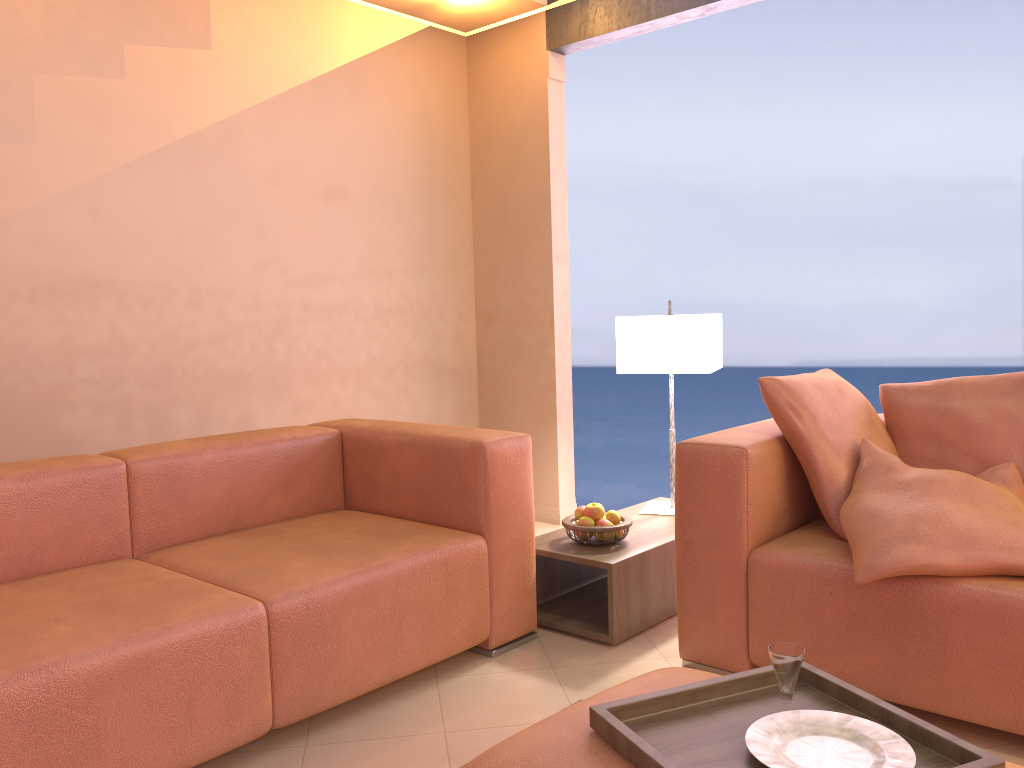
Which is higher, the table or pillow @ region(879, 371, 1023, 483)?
pillow @ region(879, 371, 1023, 483)

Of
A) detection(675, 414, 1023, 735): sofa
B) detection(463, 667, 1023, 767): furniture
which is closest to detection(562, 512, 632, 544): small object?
detection(675, 414, 1023, 735): sofa

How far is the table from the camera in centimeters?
273cm

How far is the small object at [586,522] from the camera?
2.89m

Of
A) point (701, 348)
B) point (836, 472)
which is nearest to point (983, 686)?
point (836, 472)

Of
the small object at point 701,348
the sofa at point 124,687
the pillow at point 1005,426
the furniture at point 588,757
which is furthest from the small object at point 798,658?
the small object at point 701,348

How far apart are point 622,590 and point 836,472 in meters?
0.7

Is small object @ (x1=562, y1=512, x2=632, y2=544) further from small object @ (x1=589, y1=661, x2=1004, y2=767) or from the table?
small object @ (x1=589, y1=661, x2=1004, y2=767)

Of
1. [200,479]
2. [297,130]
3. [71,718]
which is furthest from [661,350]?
[71,718]

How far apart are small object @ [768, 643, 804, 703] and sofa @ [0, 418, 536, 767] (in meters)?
1.12
